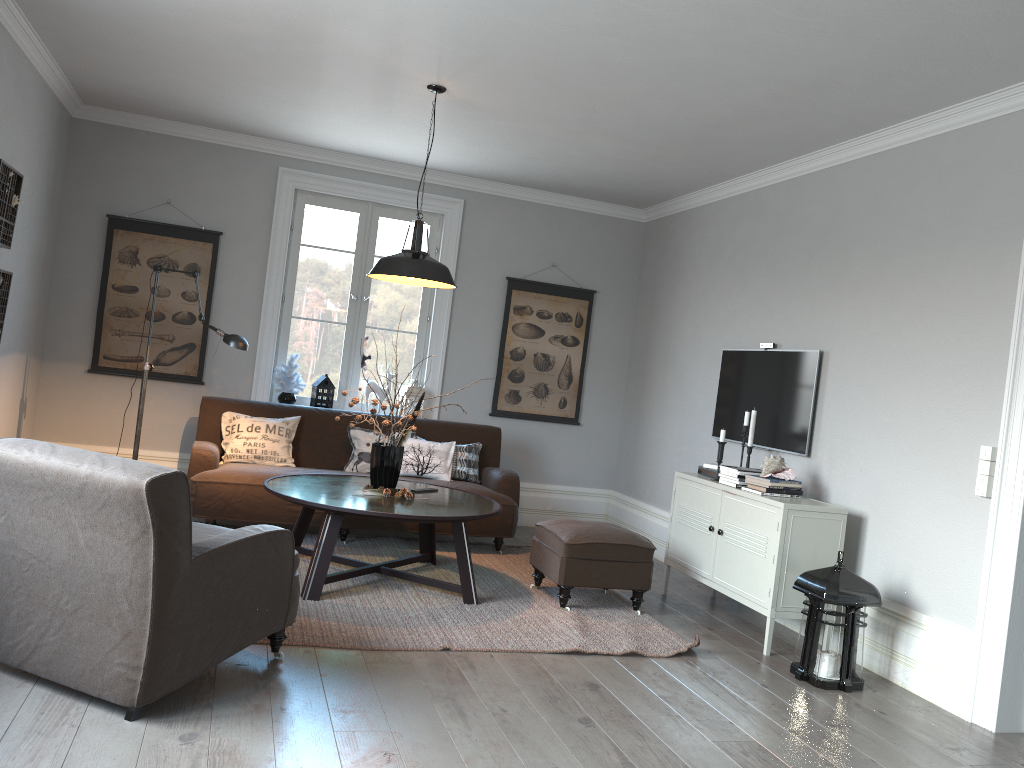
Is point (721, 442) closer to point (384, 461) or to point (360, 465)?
point (384, 461)

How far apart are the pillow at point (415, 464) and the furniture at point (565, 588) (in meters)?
1.17

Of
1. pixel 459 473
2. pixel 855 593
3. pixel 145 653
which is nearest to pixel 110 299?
pixel 459 473

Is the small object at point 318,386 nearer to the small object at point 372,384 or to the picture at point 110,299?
the small object at point 372,384

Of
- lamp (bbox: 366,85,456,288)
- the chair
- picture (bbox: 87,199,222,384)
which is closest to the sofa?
picture (bbox: 87,199,222,384)

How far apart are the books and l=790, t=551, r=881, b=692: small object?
1.2m

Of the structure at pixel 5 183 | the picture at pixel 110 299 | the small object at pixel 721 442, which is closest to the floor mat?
the small object at pixel 721 442

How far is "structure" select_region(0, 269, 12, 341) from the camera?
4.8m

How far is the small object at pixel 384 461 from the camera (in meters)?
4.81

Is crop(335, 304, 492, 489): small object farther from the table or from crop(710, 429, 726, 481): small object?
crop(710, 429, 726, 481): small object
